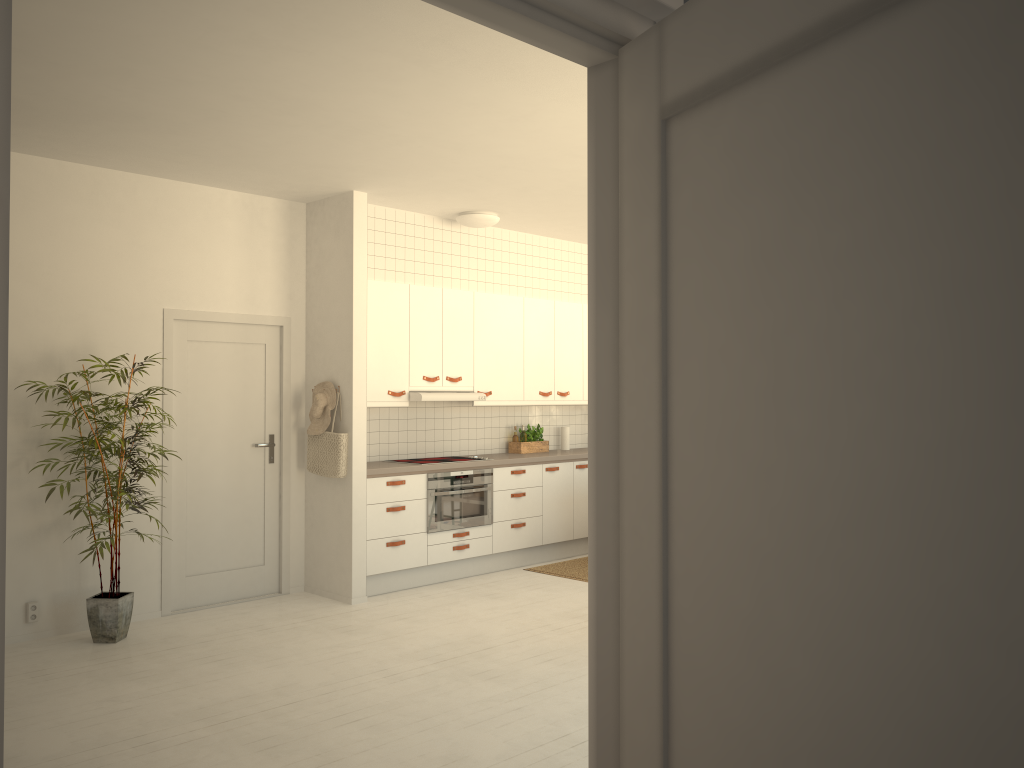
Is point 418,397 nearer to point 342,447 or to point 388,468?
point 388,468

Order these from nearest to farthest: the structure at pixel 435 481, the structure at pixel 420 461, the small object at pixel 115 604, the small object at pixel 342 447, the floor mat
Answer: the small object at pixel 115 604
the small object at pixel 342 447
the structure at pixel 435 481
the structure at pixel 420 461
the floor mat

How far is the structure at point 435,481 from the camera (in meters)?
6.78

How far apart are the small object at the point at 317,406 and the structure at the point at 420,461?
1.0m

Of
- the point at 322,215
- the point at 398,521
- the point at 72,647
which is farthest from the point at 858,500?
the point at 322,215

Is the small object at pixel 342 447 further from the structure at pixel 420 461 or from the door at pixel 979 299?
the door at pixel 979 299

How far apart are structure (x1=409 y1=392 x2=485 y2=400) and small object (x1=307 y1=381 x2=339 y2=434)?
0.7m

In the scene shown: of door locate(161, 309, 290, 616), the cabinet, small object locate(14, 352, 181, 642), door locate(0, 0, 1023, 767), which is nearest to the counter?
the cabinet

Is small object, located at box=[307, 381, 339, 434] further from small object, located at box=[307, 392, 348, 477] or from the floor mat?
the floor mat

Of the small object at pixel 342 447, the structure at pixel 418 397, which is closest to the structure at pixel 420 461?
the structure at pixel 418 397
